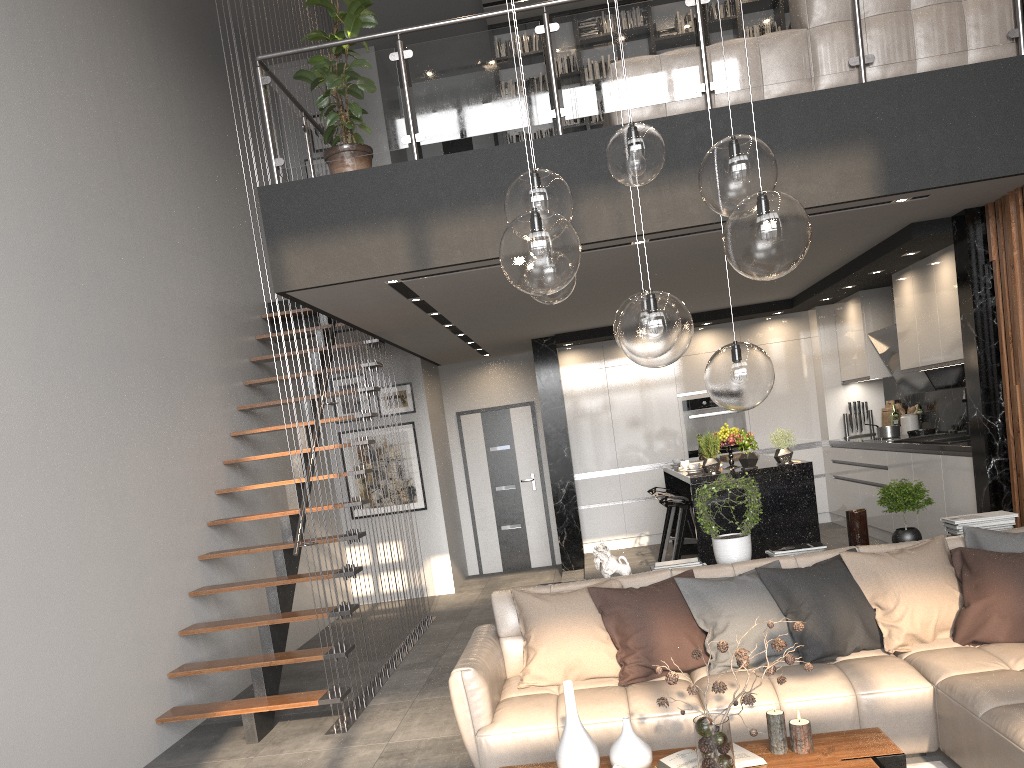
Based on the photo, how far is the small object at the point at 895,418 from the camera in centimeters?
860cm

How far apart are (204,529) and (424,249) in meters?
2.8

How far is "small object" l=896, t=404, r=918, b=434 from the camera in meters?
8.2

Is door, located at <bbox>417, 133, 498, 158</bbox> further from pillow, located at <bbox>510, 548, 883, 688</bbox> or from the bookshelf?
pillow, located at <bbox>510, 548, 883, 688</bbox>

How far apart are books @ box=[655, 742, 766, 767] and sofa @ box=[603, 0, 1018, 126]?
3.5m

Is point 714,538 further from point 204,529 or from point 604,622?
point 204,529

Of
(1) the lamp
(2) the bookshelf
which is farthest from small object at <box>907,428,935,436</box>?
(1) the lamp

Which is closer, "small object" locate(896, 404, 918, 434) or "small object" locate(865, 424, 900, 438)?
"small object" locate(865, 424, 900, 438)

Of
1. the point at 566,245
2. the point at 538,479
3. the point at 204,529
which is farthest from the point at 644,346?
the point at 538,479

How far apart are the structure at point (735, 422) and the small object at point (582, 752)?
6.85m
